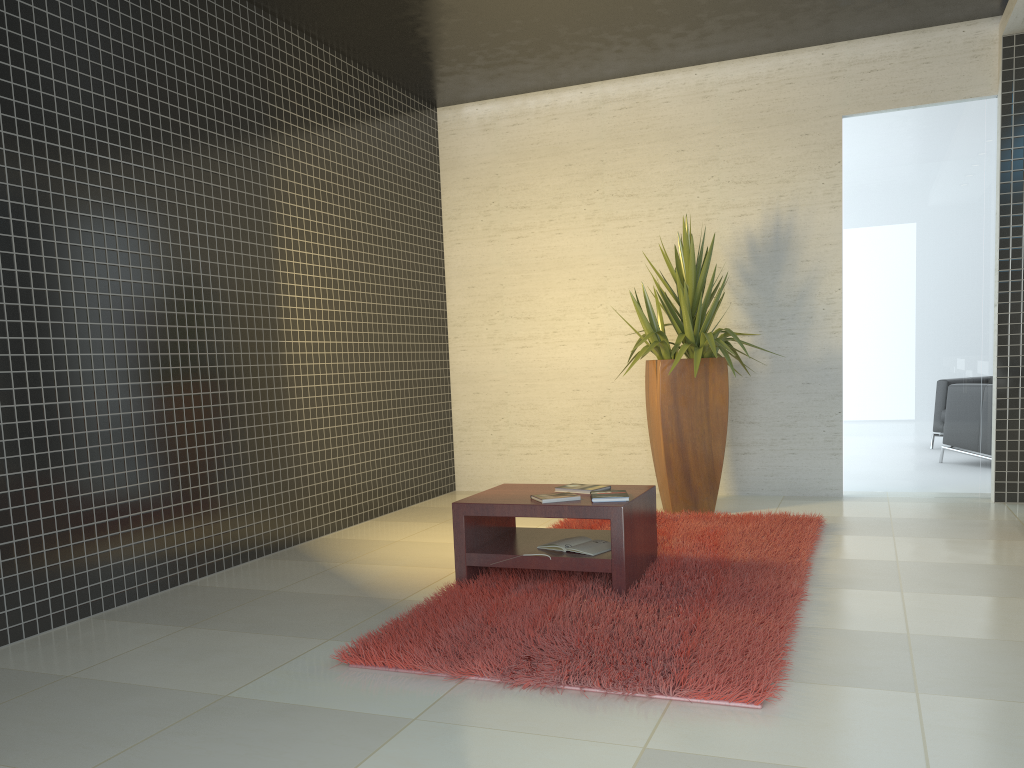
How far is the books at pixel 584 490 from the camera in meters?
4.3

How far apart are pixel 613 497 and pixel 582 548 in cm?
28

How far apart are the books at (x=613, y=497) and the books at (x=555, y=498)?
0.09m

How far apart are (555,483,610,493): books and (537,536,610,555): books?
0.2m

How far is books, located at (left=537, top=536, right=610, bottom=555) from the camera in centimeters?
408cm

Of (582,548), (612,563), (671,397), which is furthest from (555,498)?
(671,397)

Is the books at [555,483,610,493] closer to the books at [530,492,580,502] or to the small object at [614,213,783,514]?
the books at [530,492,580,502]

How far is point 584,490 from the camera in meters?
4.3

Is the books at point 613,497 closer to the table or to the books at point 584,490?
the table

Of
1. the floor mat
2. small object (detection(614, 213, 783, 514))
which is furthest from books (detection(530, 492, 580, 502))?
small object (detection(614, 213, 783, 514))
